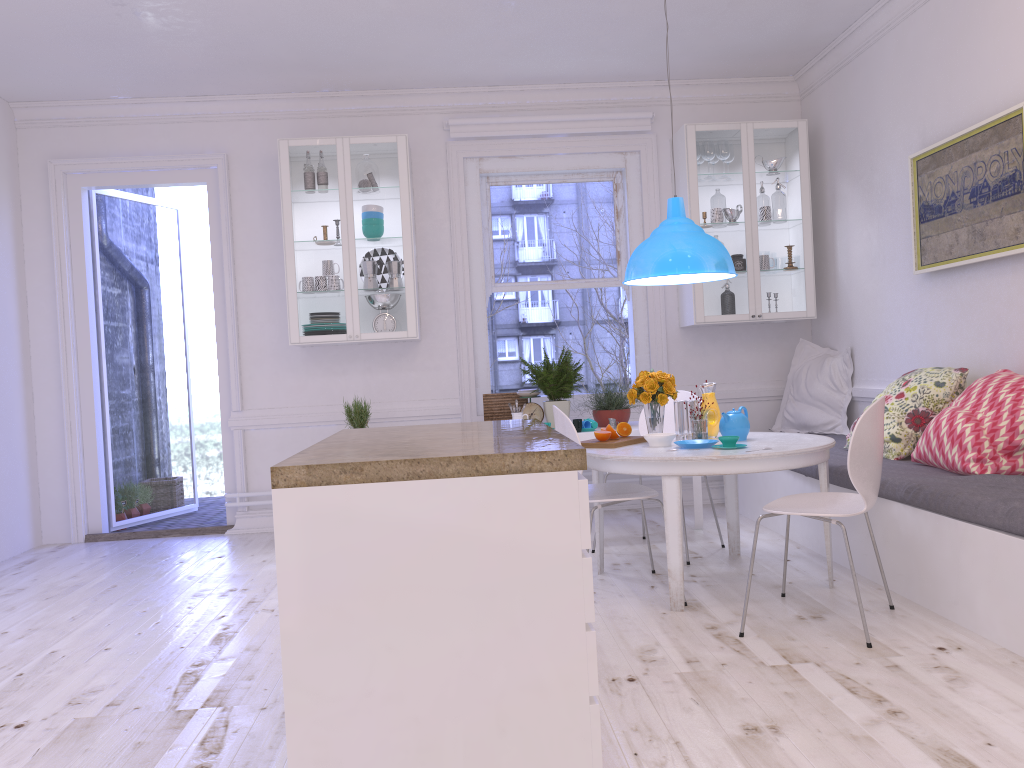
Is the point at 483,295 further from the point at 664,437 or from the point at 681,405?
the point at 664,437

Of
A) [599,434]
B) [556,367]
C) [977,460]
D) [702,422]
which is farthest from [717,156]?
[977,460]

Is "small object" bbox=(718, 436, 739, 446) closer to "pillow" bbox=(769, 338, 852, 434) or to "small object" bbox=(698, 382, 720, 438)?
"small object" bbox=(698, 382, 720, 438)

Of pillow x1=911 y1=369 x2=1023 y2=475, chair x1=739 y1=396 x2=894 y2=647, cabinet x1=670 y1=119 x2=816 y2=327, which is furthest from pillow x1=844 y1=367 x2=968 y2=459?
cabinet x1=670 y1=119 x2=816 y2=327

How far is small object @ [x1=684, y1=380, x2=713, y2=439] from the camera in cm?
403

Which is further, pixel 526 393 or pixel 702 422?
pixel 526 393

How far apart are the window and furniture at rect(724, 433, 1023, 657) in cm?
108

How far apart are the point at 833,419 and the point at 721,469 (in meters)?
2.48

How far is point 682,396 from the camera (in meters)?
Answer: 4.89

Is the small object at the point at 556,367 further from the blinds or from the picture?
the picture
